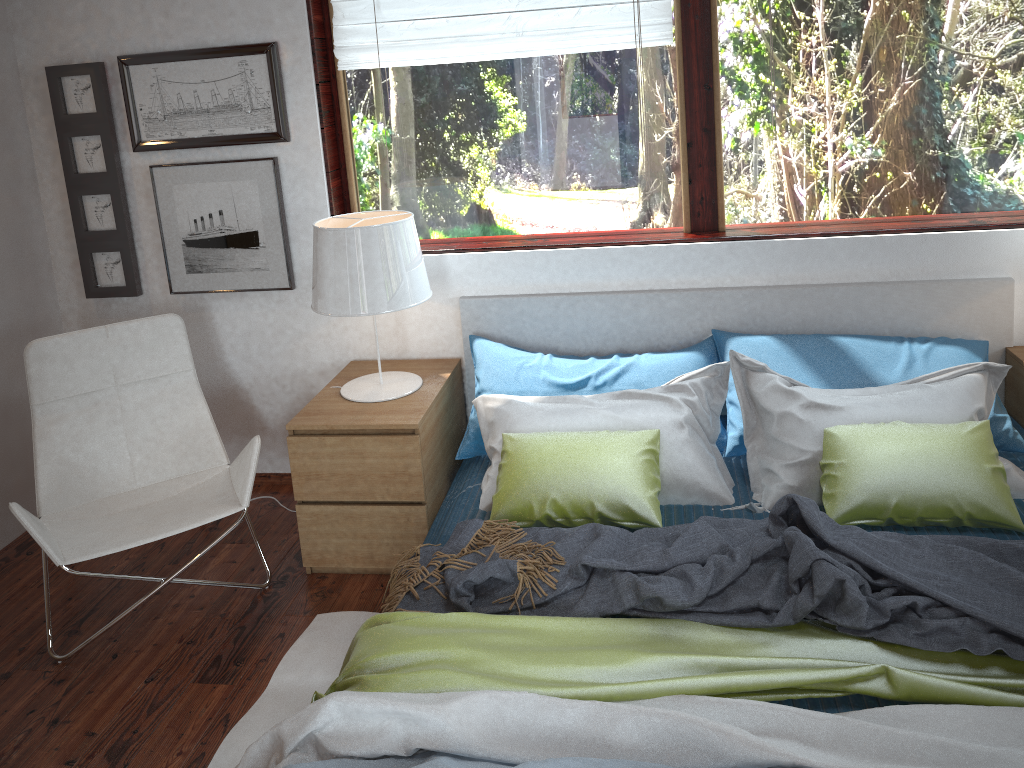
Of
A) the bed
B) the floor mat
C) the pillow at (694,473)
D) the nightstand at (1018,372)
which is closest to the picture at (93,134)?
the bed

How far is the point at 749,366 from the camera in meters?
2.7

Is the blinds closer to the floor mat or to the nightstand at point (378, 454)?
the nightstand at point (378, 454)

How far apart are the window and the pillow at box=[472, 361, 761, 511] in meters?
0.6 m

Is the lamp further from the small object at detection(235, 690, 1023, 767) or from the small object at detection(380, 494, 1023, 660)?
the small object at detection(235, 690, 1023, 767)

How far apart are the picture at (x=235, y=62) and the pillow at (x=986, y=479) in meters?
1.4

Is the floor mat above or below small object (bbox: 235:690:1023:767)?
below

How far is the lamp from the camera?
2.71m

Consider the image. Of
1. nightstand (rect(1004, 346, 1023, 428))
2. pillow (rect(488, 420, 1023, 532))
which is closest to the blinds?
→ pillow (rect(488, 420, 1023, 532))

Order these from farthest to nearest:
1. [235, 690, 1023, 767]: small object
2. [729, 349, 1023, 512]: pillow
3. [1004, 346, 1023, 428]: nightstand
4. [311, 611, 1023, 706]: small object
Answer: [1004, 346, 1023, 428]: nightstand, [729, 349, 1023, 512]: pillow, [311, 611, 1023, 706]: small object, [235, 690, 1023, 767]: small object
